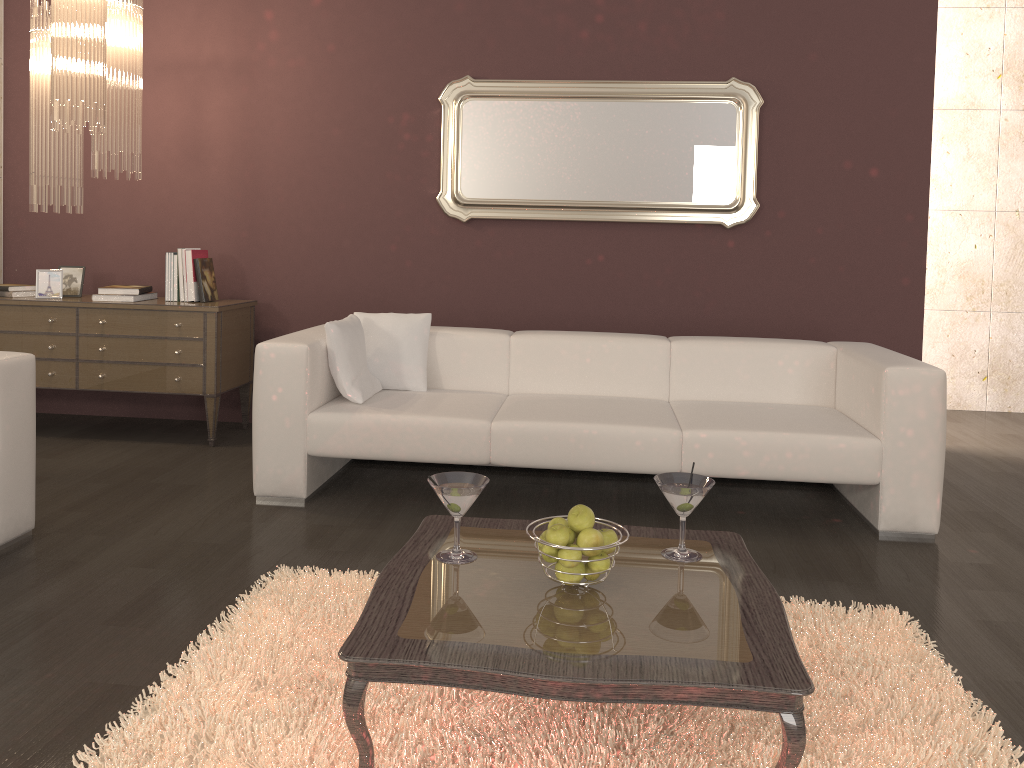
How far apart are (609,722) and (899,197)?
3.6 meters

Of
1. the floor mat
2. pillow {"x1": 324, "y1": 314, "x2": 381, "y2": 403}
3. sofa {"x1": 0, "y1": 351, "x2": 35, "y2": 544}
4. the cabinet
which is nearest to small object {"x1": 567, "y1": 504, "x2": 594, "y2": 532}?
the floor mat

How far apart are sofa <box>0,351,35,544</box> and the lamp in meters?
1.2

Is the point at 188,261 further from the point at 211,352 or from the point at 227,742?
the point at 227,742

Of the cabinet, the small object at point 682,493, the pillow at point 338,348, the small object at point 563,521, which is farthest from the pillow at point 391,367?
the small object at point 563,521

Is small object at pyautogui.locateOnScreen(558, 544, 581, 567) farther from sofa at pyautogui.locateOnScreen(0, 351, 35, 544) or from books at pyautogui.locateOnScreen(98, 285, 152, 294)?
books at pyautogui.locateOnScreen(98, 285, 152, 294)

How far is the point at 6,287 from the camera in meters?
4.7

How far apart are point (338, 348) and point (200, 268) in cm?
140

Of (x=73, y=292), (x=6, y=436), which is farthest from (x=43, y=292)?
(x=6, y=436)

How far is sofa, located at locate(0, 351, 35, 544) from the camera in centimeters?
301cm
